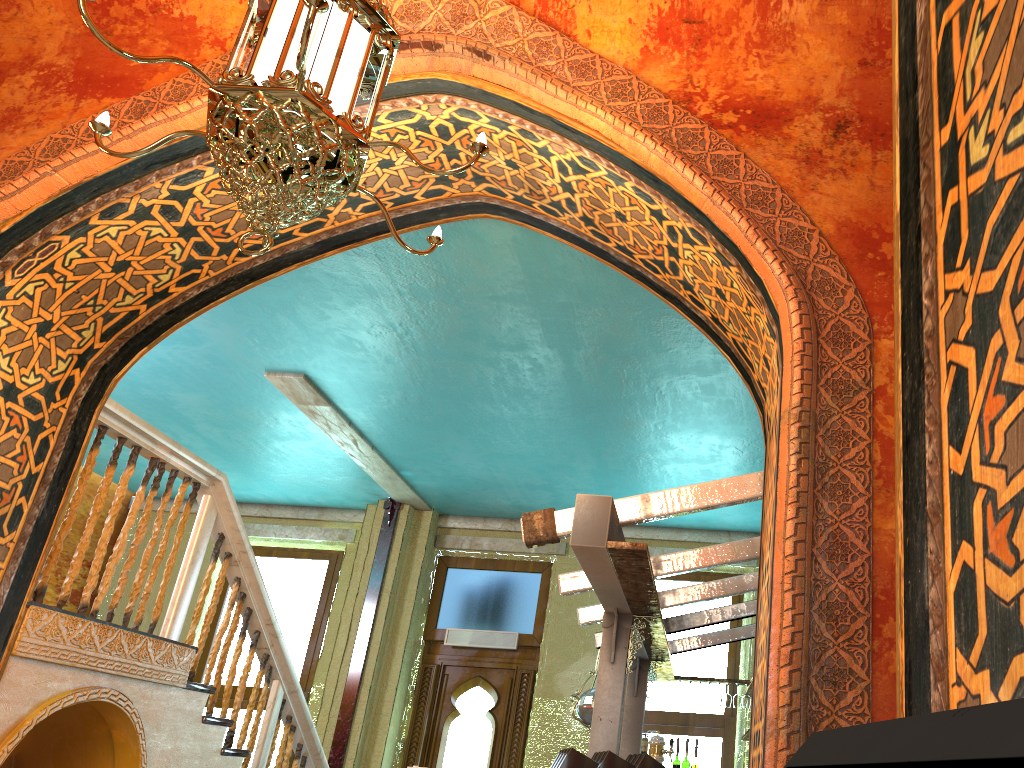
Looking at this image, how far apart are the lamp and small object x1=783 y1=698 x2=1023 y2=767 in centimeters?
232cm

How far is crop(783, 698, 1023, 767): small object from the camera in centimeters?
36cm

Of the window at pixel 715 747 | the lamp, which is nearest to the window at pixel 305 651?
the window at pixel 715 747

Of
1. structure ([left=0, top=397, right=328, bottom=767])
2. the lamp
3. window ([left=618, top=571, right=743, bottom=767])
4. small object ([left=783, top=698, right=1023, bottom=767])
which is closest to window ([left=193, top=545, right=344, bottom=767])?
structure ([left=0, top=397, right=328, bottom=767])

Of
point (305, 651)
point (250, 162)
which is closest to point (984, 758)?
point (250, 162)

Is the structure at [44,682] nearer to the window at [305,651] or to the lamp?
the lamp

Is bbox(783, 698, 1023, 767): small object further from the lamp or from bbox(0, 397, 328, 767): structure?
bbox(0, 397, 328, 767): structure

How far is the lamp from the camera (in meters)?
2.78

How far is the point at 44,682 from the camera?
4.8m

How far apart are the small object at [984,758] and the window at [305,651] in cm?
1136
